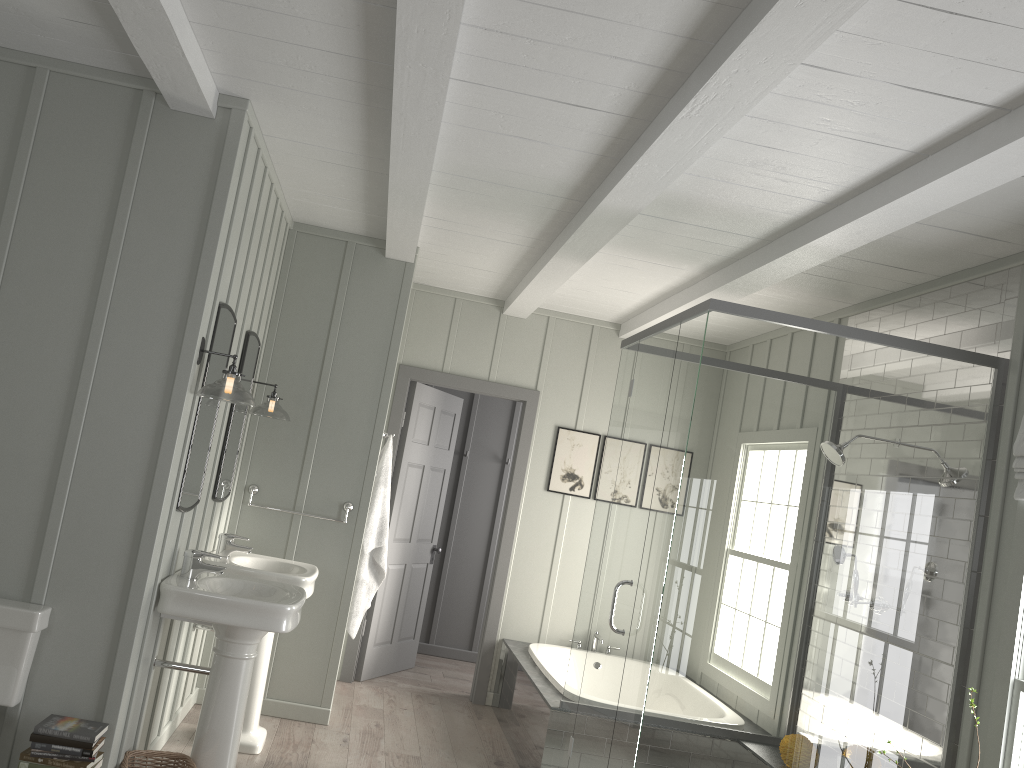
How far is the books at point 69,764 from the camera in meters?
2.9 m

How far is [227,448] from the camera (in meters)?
4.28

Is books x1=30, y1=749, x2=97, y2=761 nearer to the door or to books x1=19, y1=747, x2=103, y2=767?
books x1=19, y1=747, x2=103, y2=767

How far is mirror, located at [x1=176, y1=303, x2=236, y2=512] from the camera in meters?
3.5

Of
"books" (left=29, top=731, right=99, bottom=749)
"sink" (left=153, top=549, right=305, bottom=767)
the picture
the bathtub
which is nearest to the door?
the picture

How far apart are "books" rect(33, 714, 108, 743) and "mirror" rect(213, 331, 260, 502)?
1.32m

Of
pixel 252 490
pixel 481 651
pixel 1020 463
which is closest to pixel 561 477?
pixel 481 651

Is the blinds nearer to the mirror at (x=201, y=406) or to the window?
the window

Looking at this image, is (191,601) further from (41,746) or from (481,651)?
(481,651)

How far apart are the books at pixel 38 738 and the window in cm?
314
